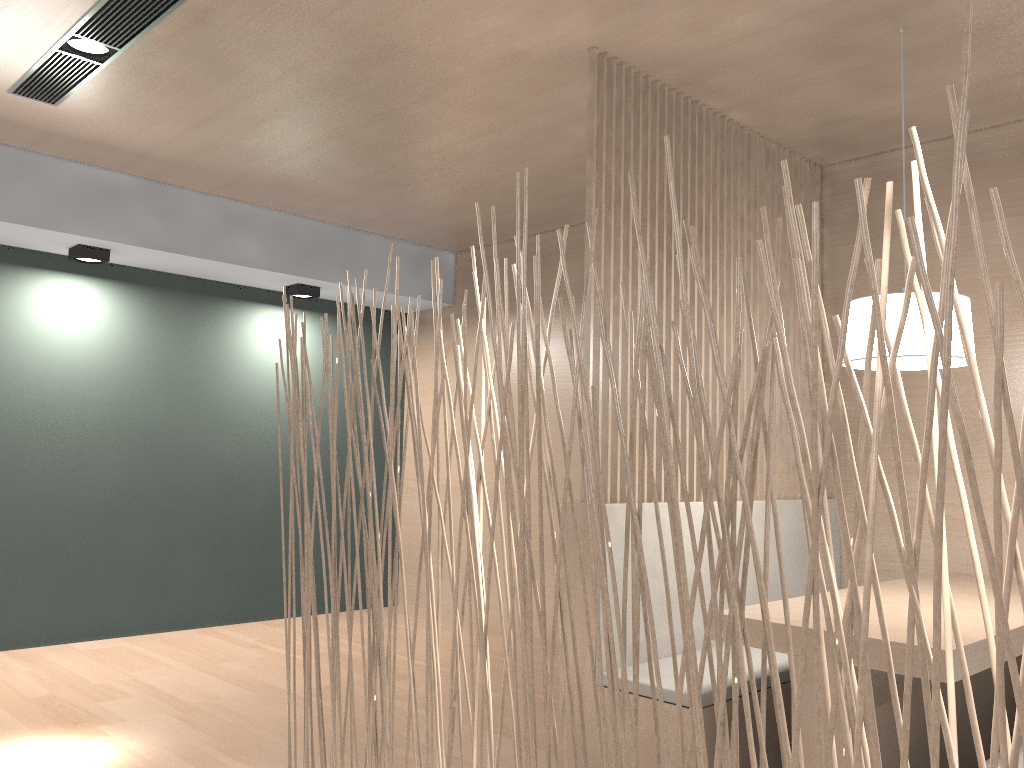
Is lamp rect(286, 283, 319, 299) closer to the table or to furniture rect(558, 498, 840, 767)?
furniture rect(558, 498, 840, 767)

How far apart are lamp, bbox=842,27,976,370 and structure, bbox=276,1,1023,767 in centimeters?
96cm

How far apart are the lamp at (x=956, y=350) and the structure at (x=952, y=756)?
0.96m

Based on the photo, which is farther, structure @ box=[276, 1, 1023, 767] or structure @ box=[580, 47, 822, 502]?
structure @ box=[580, 47, 822, 502]

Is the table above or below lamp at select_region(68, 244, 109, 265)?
below

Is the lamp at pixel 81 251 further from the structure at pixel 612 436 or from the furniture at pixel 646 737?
the furniture at pixel 646 737

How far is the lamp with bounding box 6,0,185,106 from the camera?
1.88m

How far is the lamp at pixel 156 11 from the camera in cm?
188

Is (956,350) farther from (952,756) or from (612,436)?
(952,756)

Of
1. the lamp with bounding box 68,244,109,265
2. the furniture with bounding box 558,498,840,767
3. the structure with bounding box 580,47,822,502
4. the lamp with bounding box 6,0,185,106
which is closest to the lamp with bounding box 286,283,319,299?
the lamp with bounding box 68,244,109,265
